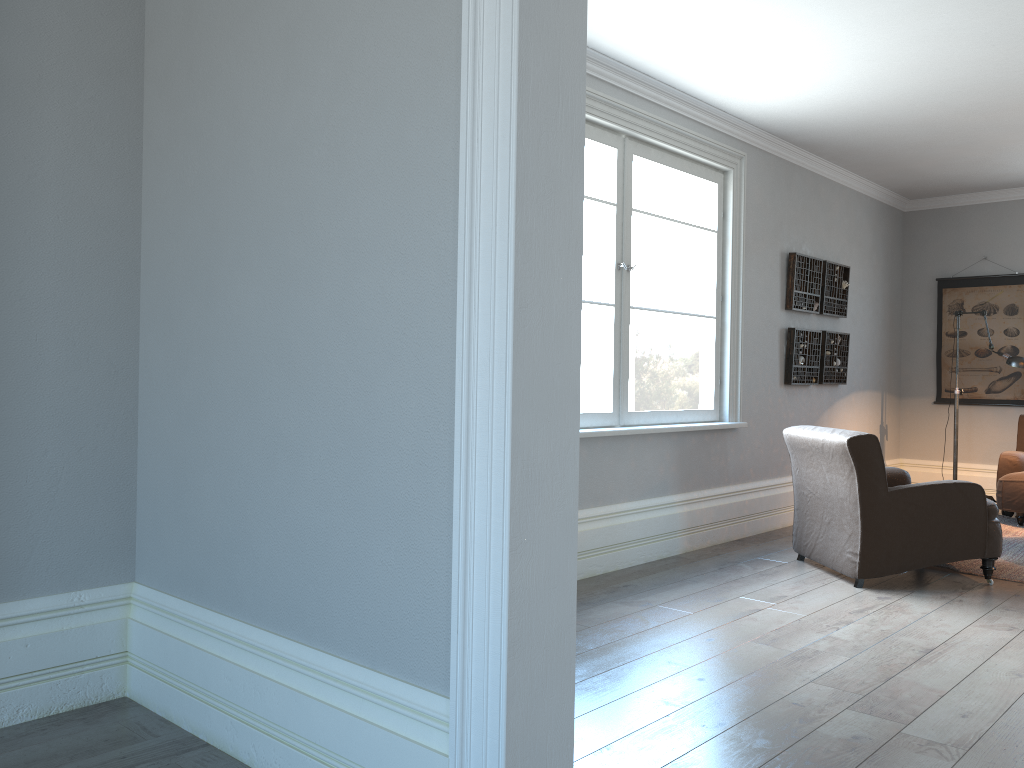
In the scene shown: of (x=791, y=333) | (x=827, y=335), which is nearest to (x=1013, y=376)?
(x=827, y=335)

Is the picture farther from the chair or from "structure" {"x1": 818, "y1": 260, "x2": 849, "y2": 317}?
the chair

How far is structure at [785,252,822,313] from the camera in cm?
640

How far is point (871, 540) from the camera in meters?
4.5 m

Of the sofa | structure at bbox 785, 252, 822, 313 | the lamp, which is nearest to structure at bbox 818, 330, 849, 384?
structure at bbox 785, 252, 822, 313

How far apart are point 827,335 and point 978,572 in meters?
2.4 m

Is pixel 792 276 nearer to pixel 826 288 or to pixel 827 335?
pixel 826 288

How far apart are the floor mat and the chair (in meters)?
0.21

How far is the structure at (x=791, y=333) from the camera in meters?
6.4 m

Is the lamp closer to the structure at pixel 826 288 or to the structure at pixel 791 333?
the structure at pixel 826 288
